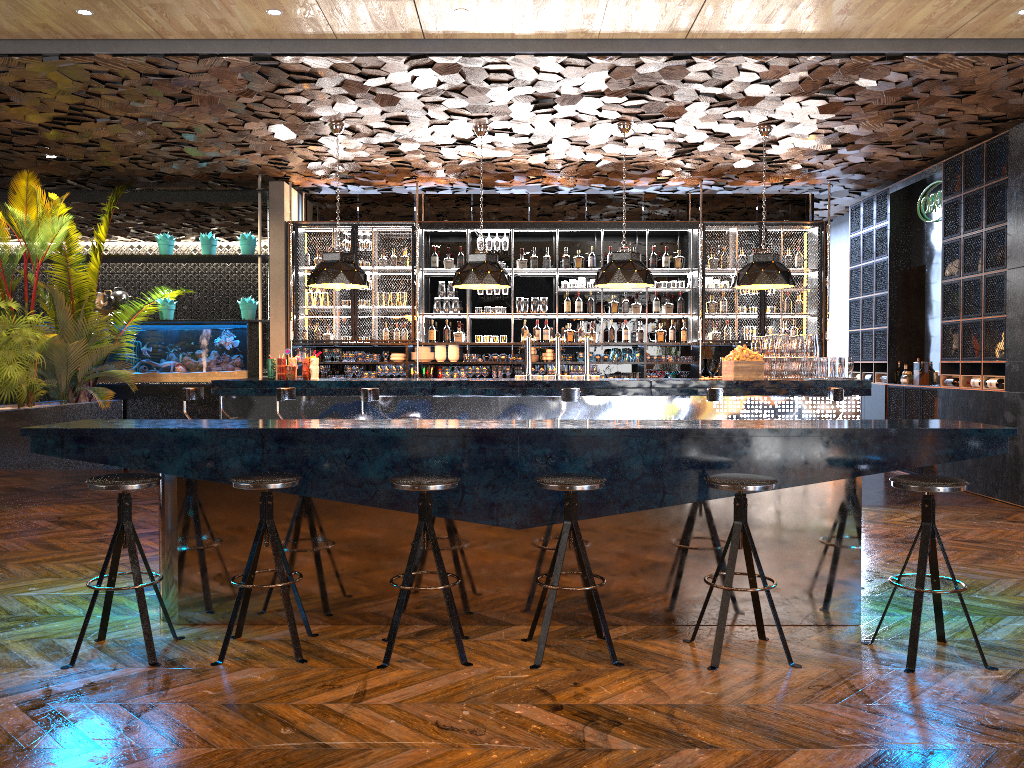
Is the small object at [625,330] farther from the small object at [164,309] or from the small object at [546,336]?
the small object at [164,309]

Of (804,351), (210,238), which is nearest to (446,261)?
(210,238)

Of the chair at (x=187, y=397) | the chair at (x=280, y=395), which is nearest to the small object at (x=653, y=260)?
the chair at (x=280, y=395)

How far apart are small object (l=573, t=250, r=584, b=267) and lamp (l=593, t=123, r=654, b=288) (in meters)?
2.38

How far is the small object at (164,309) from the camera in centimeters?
1113cm

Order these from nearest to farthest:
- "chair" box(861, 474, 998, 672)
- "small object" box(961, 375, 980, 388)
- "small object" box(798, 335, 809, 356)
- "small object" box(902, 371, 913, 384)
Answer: "chair" box(861, 474, 998, 672)
"small object" box(798, 335, 809, 356)
"small object" box(961, 375, 980, 388)
"small object" box(902, 371, 913, 384)

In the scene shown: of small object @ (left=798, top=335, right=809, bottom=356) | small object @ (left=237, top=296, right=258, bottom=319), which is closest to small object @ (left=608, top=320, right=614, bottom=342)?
small object @ (left=798, top=335, right=809, bottom=356)

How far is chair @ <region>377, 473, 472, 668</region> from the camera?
3.9 meters

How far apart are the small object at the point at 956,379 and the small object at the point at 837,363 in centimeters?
197cm

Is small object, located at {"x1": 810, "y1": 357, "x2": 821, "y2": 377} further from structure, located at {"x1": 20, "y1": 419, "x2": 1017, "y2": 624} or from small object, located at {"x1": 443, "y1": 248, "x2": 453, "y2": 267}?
small object, located at {"x1": 443, "y1": 248, "x2": 453, "y2": 267}
